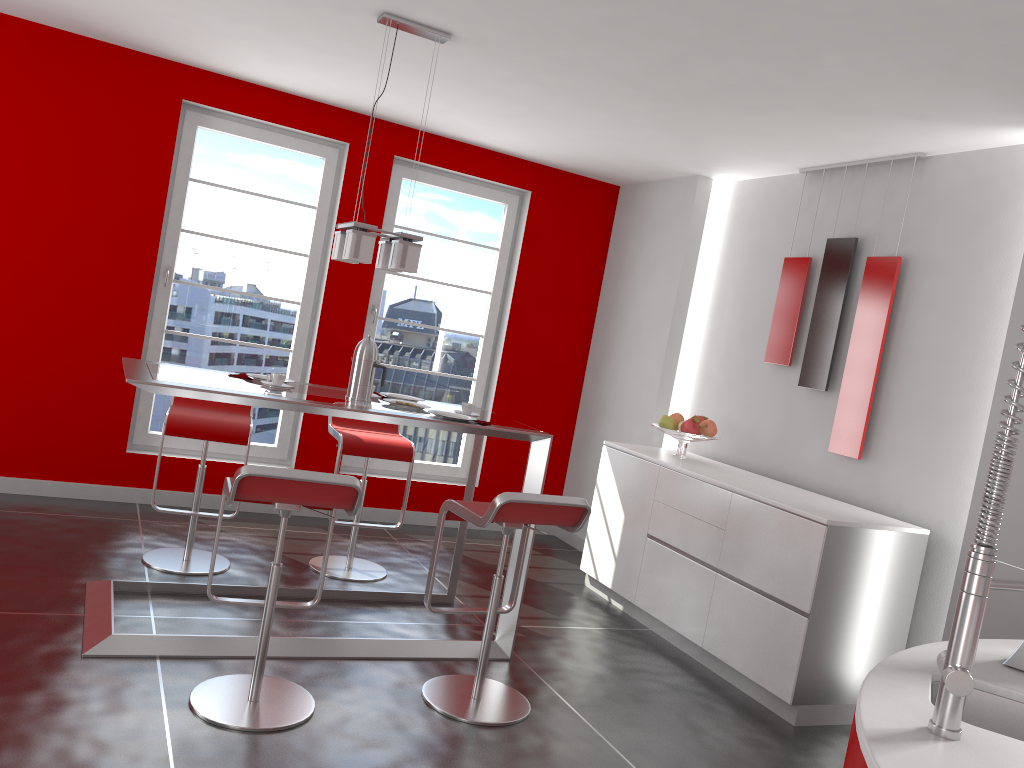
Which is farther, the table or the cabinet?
the cabinet

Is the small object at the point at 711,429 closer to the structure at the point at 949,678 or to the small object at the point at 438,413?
the small object at the point at 438,413

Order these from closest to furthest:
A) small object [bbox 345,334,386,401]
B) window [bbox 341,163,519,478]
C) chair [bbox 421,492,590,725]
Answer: chair [bbox 421,492,590,725], small object [bbox 345,334,386,401], window [bbox 341,163,519,478]

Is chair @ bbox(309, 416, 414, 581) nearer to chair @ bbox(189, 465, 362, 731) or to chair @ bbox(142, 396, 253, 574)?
chair @ bbox(142, 396, 253, 574)

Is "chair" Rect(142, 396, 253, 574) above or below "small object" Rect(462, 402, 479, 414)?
below

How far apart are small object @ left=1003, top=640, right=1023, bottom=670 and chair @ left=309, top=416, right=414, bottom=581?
3.2 meters

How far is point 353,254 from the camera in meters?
3.6

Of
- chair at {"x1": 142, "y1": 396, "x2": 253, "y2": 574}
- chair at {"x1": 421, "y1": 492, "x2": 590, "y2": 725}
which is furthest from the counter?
chair at {"x1": 142, "y1": 396, "x2": 253, "y2": 574}

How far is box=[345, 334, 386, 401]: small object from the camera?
3.8 meters

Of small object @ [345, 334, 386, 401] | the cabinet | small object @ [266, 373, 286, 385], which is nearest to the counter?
the cabinet
